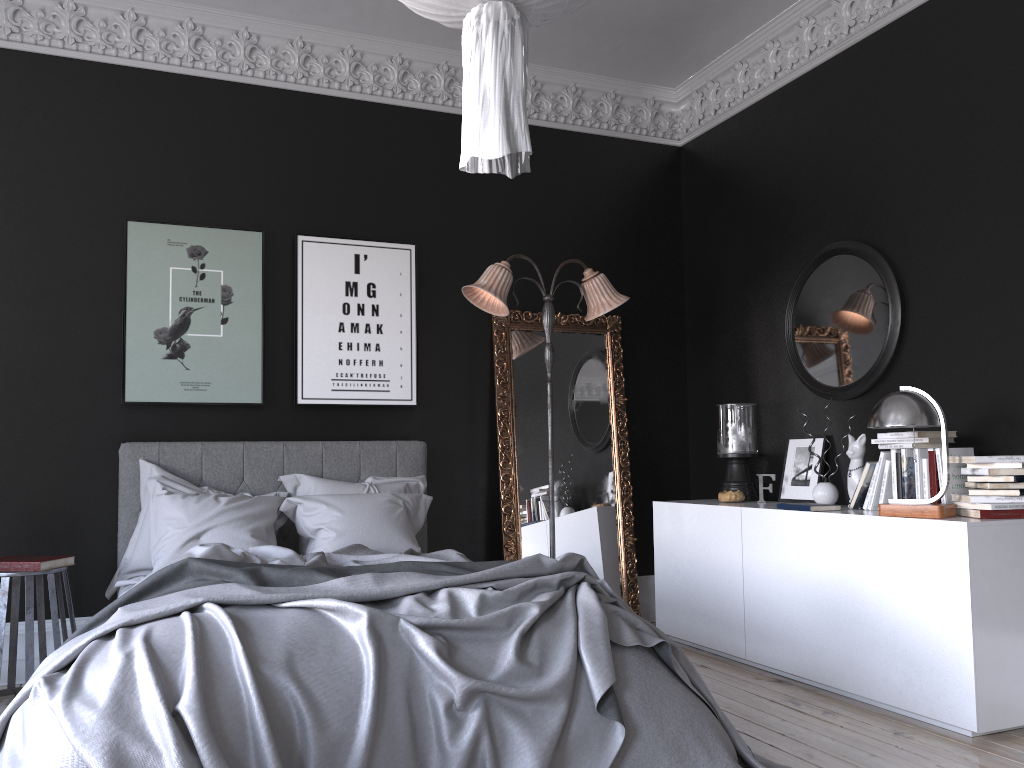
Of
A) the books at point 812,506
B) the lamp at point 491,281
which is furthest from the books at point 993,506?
the lamp at point 491,281

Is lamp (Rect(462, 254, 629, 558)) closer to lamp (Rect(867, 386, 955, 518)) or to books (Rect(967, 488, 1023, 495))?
lamp (Rect(867, 386, 955, 518))

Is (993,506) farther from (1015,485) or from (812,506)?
(812,506)

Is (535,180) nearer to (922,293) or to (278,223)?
(278,223)

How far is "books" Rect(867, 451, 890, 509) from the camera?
4.4m

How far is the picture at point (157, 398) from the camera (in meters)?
5.13

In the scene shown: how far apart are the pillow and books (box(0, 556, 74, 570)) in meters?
0.3 m

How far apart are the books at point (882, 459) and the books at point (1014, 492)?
0.6 meters

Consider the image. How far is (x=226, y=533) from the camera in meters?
4.5

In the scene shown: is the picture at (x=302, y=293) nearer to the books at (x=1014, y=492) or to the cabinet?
the cabinet
